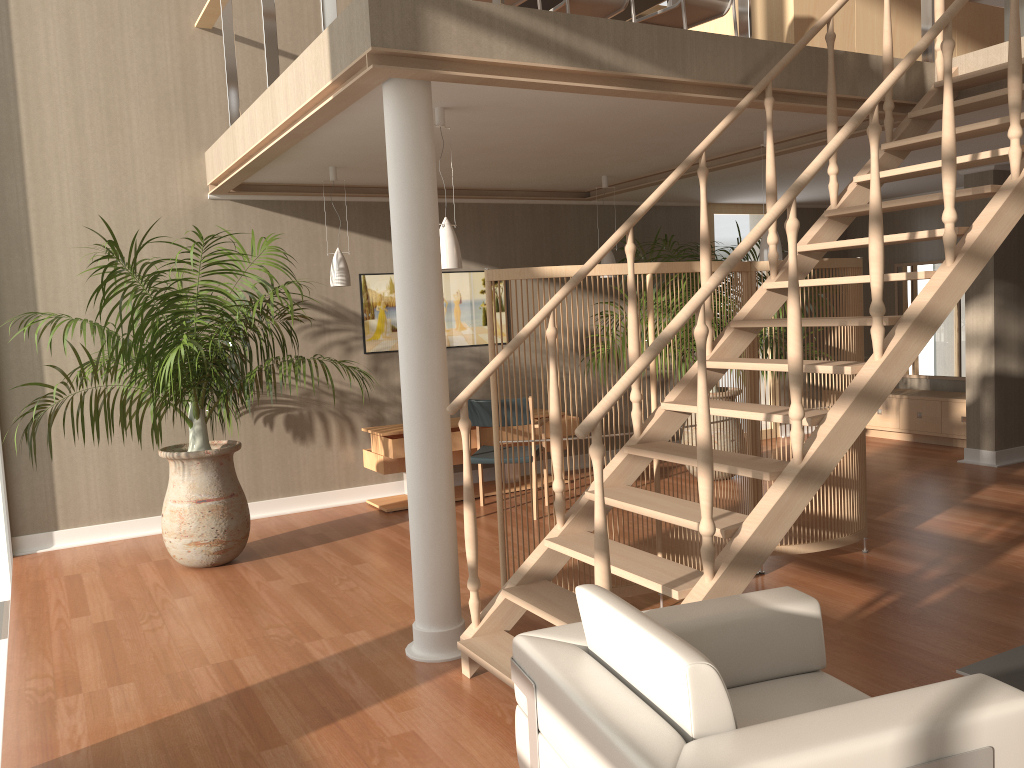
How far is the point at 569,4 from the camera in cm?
495

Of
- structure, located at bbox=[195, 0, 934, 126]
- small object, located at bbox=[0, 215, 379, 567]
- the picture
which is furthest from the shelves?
structure, located at bbox=[195, 0, 934, 126]

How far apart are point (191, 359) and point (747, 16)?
3.5 meters

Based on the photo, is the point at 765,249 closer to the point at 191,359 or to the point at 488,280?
the point at 488,280

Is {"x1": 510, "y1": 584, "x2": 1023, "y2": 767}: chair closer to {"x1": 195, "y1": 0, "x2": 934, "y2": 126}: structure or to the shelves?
{"x1": 195, "y1": 0, "x2": 934, "y2": 126}: structure

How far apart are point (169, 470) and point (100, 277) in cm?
165

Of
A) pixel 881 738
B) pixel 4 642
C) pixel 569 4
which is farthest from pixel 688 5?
pixel 4 642

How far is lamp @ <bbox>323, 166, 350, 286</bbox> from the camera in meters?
6.0

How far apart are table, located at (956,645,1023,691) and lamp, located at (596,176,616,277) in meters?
4.6 m

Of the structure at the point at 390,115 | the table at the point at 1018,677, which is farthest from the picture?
the table at the point at 1018,677
